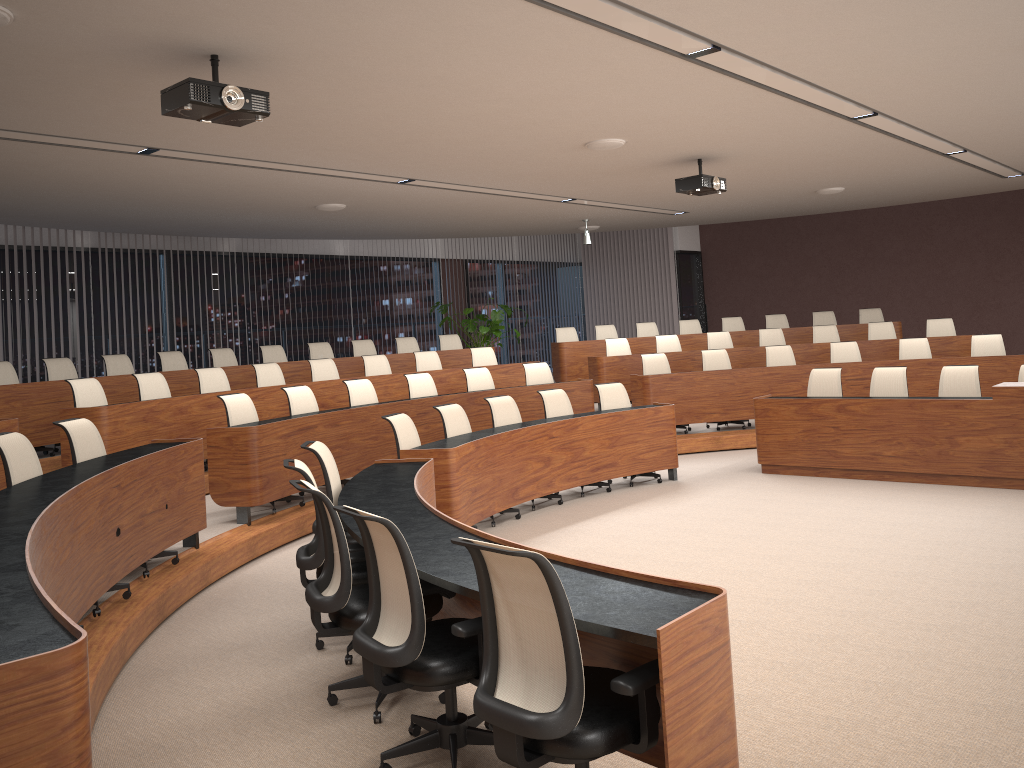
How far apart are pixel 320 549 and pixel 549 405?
4.3m

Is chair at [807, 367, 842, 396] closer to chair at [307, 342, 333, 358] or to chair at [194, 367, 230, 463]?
chair at [194, 367, 230, 463]

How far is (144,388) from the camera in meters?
8.3

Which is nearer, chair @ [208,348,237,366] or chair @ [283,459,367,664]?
chair @ [283,459,367,664]

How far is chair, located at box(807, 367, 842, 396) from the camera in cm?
903

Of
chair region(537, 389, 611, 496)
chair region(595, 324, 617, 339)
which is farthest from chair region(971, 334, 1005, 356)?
chair region(537, 389, 611, 496)

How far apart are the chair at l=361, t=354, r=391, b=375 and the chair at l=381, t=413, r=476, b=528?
3.8m

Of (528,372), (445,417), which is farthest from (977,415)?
(528,372)

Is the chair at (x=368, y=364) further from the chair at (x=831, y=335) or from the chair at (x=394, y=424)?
the chair at (x=831, y=335)

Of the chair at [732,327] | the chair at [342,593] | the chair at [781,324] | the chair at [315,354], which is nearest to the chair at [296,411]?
the chair at [315,354]
